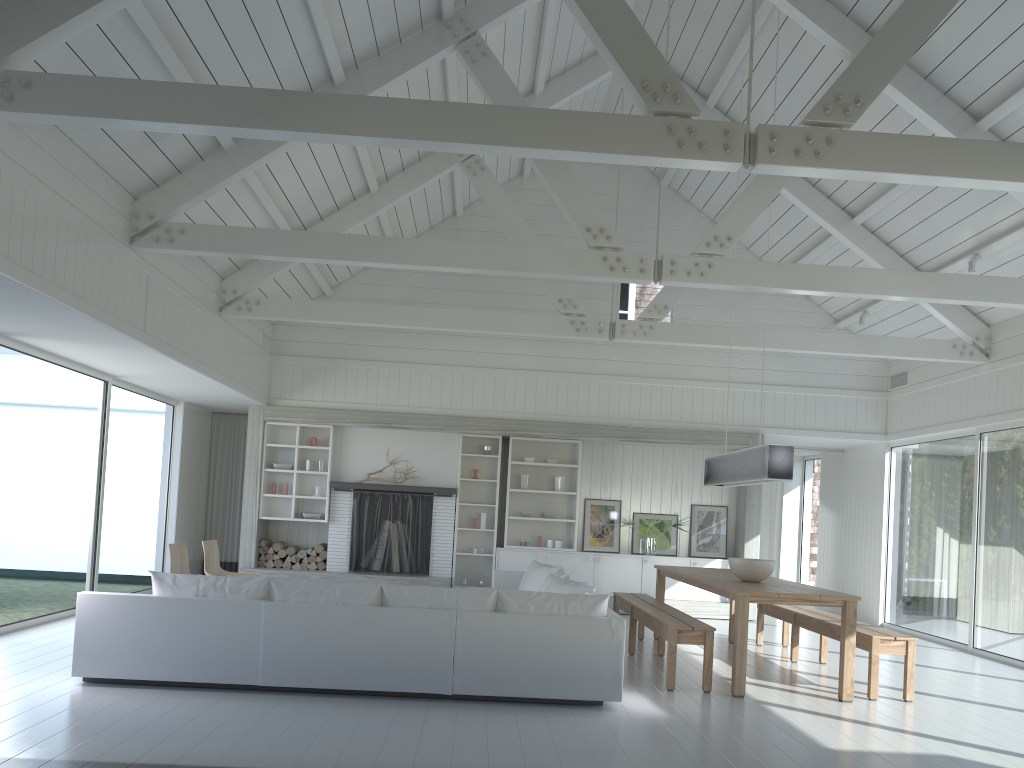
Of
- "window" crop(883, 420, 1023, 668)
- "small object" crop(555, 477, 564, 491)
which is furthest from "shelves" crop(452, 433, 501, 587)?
"window" crop(883, 420, 1023, 668)

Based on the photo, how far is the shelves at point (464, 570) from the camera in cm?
1150

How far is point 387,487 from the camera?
11.12m

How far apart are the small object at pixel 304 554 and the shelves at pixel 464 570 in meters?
1.9 m

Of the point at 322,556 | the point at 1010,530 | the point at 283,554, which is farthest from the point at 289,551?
the point at 1010,530

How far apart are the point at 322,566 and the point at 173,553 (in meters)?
3.48

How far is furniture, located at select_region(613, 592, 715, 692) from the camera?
6.3m

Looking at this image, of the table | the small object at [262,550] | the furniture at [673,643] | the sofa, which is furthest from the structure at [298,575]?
the furniture at [673,643]

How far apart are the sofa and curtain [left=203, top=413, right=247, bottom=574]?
4.5 meters

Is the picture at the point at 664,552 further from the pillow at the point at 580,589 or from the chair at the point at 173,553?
the chair at the point at 173,553
